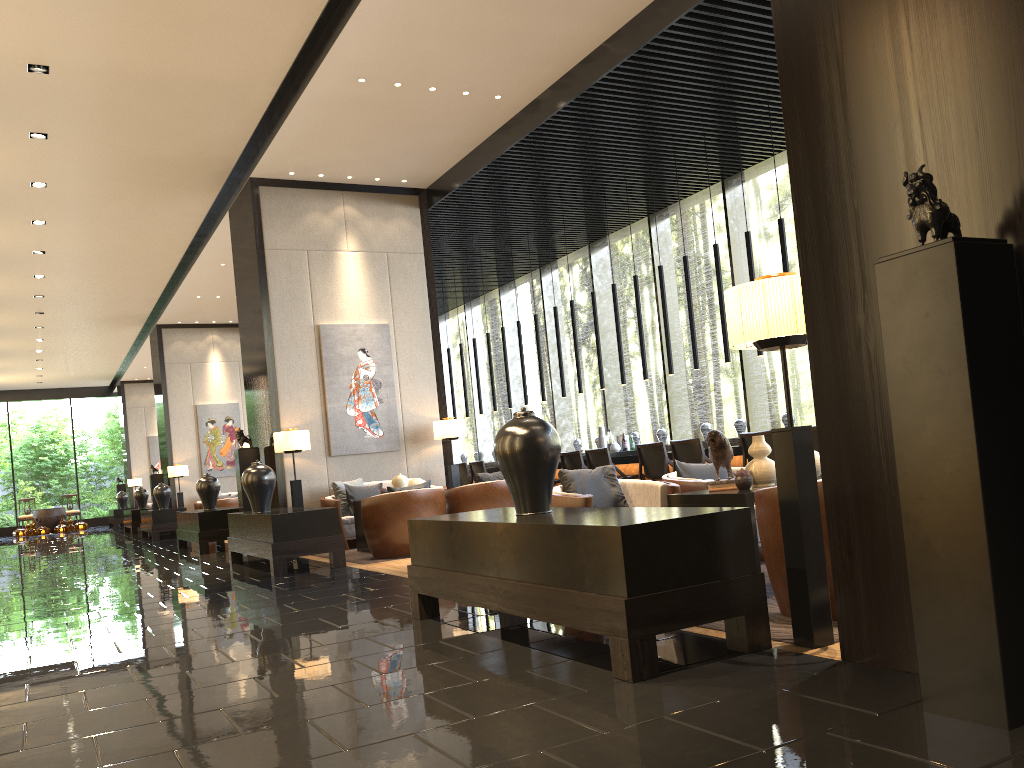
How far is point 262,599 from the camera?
5.90m

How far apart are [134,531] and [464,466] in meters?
9.1 m

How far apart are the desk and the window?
0.82m

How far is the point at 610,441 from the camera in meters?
11.6

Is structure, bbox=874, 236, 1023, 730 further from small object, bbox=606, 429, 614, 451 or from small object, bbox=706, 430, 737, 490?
small object, bbox=606, 429, 614, 451

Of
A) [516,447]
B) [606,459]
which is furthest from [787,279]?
[606,459]

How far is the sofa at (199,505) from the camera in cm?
1705

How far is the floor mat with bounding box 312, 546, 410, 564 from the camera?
8.0m

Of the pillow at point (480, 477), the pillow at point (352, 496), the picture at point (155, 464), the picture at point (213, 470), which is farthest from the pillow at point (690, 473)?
the picture at point (155, 464)

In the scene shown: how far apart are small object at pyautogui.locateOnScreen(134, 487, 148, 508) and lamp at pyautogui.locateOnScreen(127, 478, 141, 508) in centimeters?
610cm
